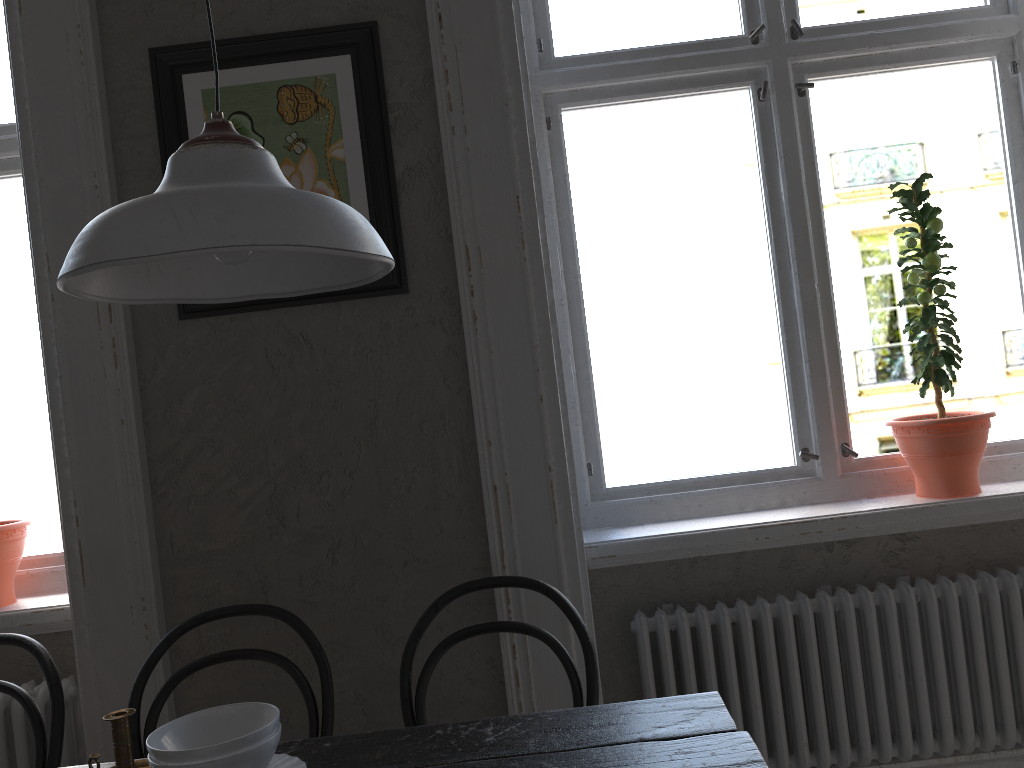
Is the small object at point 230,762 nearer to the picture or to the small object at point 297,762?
the small object at point 297,762

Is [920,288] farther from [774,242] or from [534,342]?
[534,342]

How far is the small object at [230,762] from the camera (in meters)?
1.20

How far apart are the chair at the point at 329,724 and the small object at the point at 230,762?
0.51m

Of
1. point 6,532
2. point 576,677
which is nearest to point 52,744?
point 6,532

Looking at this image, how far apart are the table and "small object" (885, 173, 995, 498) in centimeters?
98cm

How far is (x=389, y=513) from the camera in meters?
2.0

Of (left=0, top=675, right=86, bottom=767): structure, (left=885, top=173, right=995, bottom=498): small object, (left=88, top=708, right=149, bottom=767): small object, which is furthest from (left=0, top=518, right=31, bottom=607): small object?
(left=885, top=173, right=995, bottom=498): small object

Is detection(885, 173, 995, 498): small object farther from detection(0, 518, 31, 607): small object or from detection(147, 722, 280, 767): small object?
detection(0, 518, 31, 607): small object

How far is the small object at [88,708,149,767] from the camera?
1.4 meters
